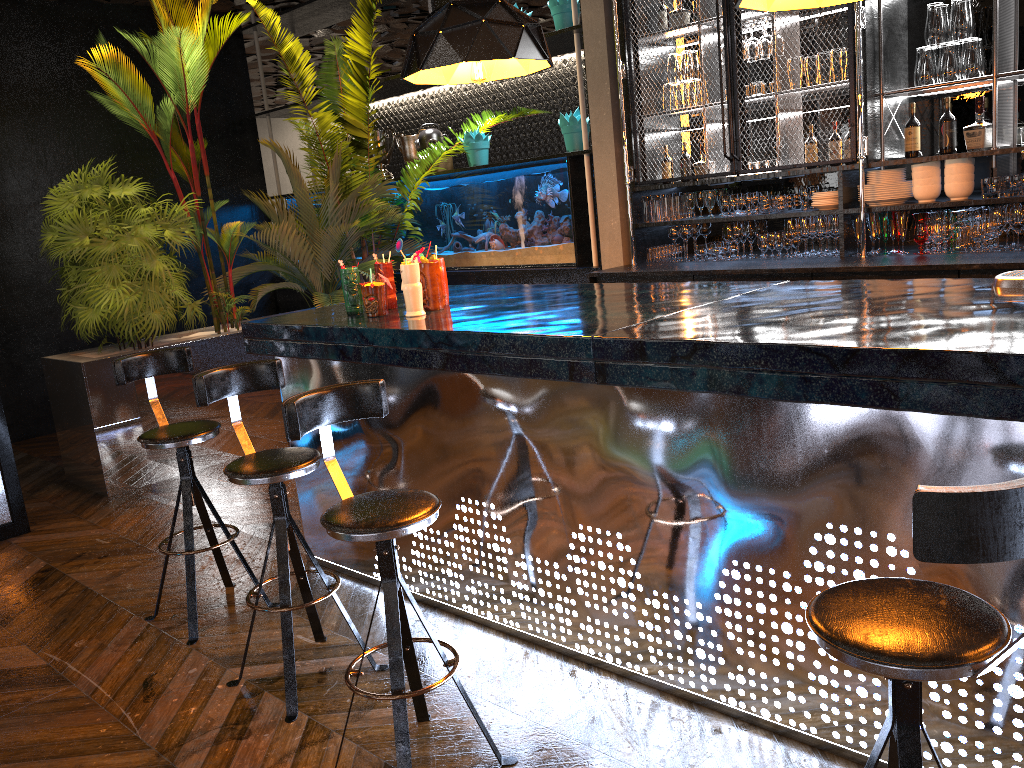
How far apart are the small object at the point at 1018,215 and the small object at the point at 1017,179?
0.1m

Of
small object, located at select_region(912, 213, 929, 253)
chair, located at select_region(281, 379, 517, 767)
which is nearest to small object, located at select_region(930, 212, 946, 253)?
small object, located at select_region(912, 213, 929, 253)

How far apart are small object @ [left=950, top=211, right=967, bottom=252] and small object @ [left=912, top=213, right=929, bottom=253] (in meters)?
0.16

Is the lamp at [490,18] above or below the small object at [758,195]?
above

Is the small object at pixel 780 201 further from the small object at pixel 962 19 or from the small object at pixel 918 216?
the small object at pixel 962 19

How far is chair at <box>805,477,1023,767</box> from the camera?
1.2m

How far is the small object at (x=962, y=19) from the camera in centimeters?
458cm

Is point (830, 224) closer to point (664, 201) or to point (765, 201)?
point (765, 201)

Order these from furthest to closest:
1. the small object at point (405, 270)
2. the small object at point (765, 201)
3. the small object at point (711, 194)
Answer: the small object at point (711, 194) < the small object at point (765, 201) < the small object at point (405, 270)

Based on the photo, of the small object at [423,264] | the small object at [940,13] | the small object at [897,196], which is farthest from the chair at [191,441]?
the small object at [940,13]
